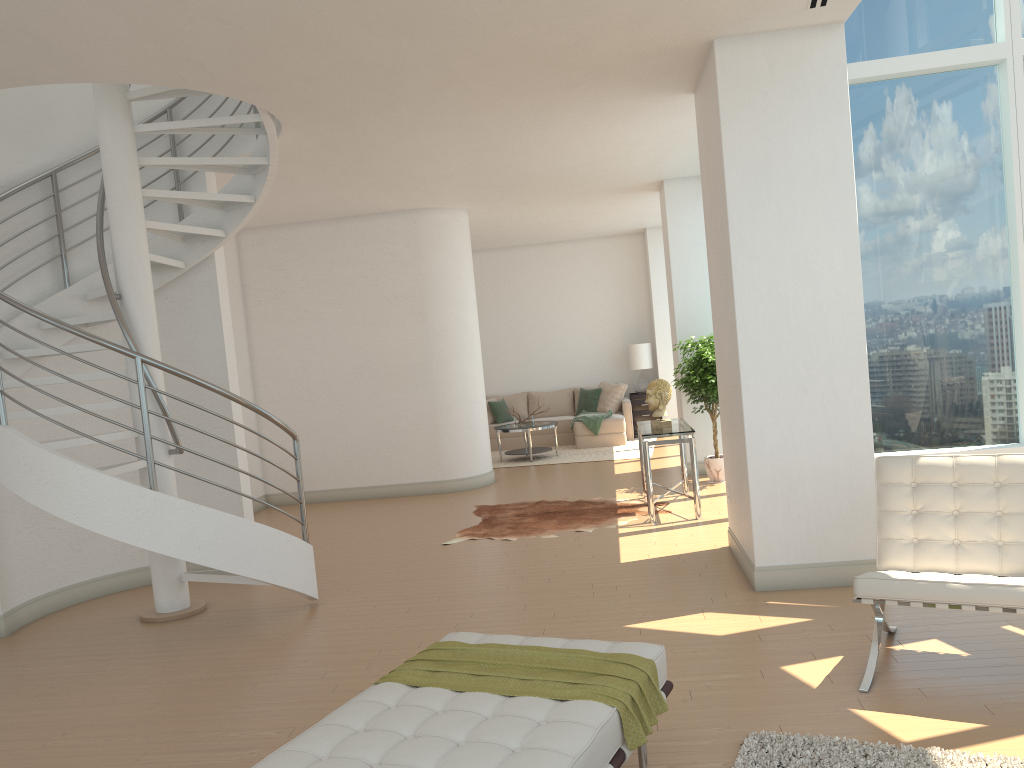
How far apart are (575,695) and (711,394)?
6.7 meters

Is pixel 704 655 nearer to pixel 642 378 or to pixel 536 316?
pixel 642 378

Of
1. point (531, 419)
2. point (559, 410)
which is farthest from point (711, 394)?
point (559, 410)

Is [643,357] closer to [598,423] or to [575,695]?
[598,423]

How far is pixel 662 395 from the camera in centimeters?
822cm

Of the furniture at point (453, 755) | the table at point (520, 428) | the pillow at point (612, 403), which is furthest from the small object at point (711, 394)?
the furniture at point (453, 755)

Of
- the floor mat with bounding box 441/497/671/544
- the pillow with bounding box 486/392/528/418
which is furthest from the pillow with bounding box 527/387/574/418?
the floor mat with bounding box 441/497/671/544

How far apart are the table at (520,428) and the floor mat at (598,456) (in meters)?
0.12

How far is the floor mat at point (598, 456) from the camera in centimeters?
1256cm

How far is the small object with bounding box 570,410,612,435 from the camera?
13.6m
